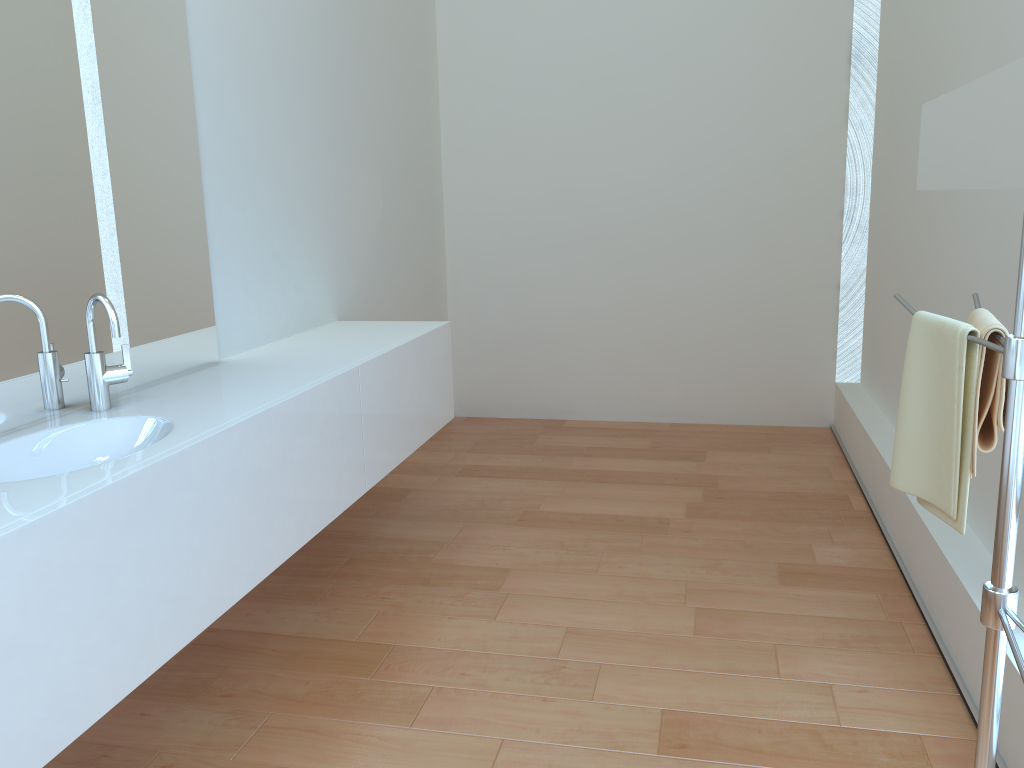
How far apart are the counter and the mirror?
1.44m

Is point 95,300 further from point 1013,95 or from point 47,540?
point 1013,95

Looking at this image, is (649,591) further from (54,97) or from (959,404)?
(54,97)

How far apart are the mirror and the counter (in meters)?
1.44

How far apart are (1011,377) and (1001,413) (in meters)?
0.23

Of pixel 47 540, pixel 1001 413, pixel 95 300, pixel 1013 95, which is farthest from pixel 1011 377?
pixel 95 300

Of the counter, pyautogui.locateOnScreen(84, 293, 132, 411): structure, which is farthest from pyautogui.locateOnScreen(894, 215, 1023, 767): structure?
pyautogui.locateOnScreen(84, 293, 132, 411): structure

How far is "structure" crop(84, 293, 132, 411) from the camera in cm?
193

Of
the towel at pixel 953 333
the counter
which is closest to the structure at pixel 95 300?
the counter

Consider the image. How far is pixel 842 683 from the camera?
2.2m
